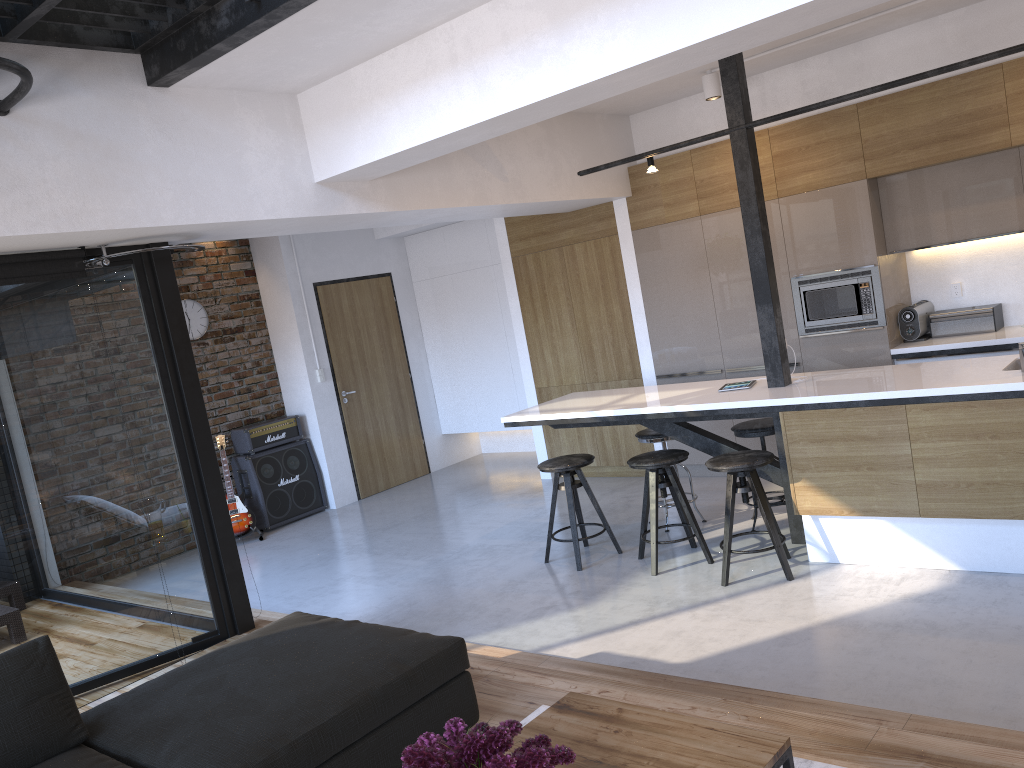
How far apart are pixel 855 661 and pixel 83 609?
3.5 meters

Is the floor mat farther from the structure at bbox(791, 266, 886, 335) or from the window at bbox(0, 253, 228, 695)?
the structure at bbox(791, 266, 886, 335)

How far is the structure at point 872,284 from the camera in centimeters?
587cm

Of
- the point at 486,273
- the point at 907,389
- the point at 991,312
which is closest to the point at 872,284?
the point at 991,312

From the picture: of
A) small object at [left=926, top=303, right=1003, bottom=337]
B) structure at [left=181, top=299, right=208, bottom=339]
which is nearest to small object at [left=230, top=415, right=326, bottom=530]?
structure at [left=181, top=299, right=208, bottom=339]

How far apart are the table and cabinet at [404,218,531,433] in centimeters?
626cm

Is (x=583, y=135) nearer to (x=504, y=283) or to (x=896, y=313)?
(x=504, y=283)

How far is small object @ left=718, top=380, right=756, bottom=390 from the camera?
5.1m

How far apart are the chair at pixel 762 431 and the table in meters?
3.1 m

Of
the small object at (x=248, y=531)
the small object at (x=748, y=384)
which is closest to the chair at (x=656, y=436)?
the small object at (x=748, y=384)
